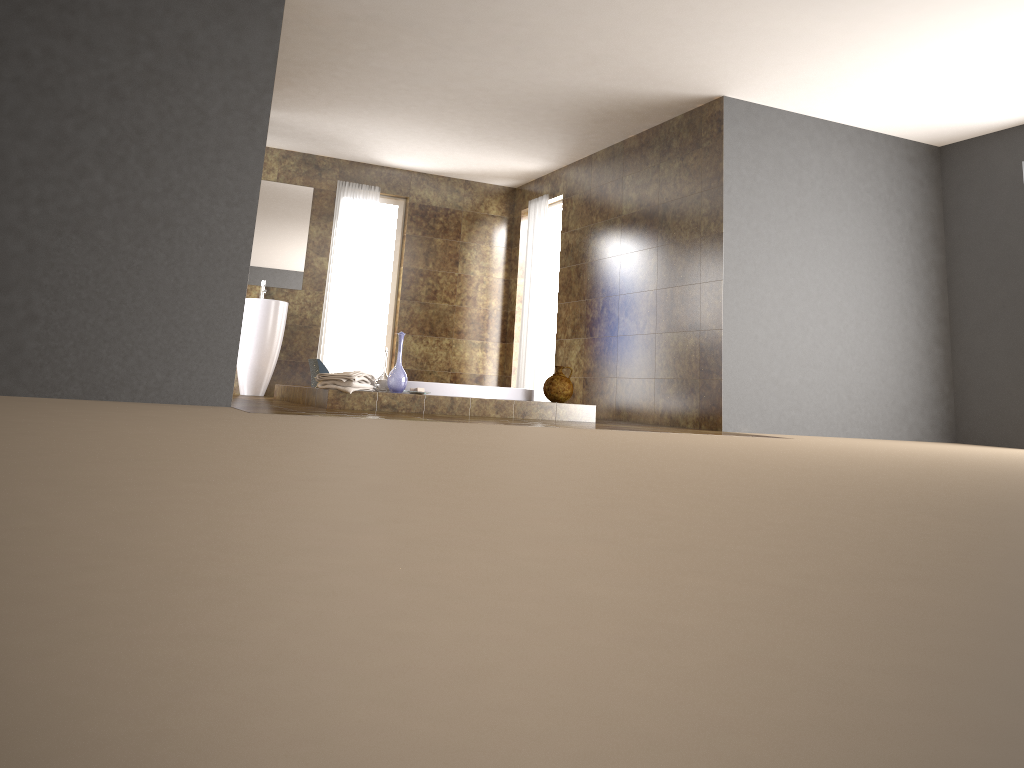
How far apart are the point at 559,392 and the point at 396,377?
1.3m

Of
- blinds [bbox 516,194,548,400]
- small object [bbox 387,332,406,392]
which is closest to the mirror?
blinds [bbox 516,194,548,400]

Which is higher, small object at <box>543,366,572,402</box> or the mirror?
the mirror

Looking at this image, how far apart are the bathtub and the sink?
1.8m

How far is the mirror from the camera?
8.66m

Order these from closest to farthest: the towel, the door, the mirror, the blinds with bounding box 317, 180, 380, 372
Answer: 1. the towel
2. the mirror
3. the blinds with bounding box 317, 180, 380, 372
4. the door

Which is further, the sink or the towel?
the sink

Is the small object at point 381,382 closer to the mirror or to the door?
the mirror

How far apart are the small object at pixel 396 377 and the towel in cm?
14

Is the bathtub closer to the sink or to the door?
the sink
